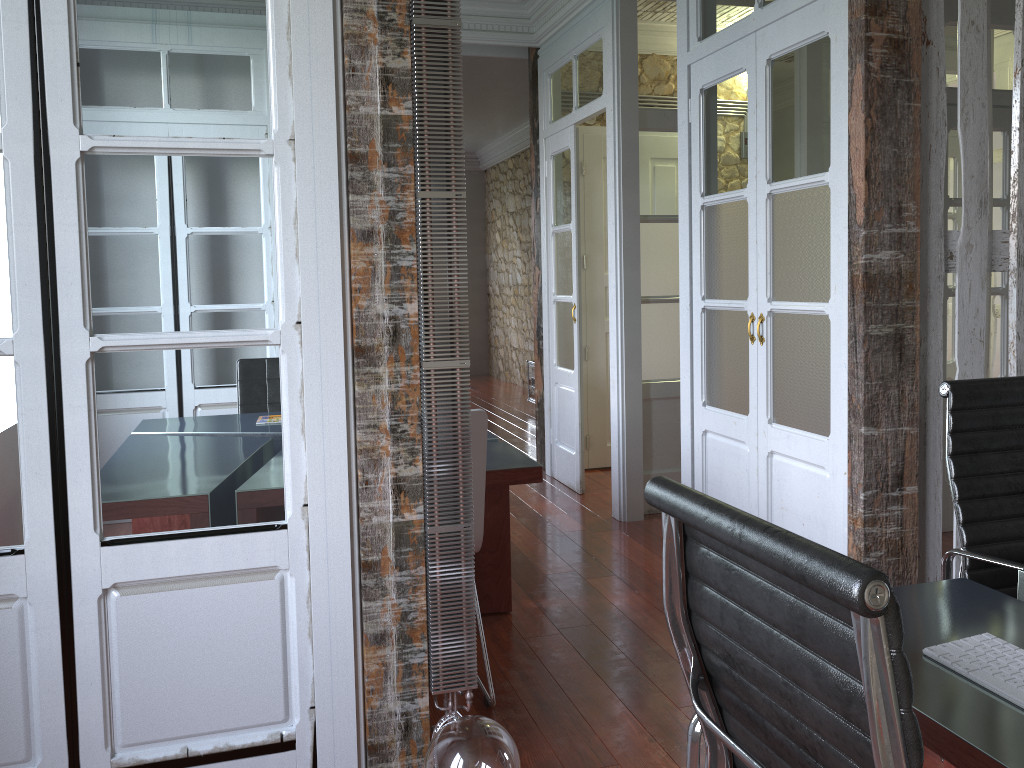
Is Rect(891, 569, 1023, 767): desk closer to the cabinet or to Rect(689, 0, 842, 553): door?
Rect(689, 0, 842, 553): door

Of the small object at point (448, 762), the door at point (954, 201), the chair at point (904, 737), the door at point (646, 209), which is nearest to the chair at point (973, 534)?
the chair at point (904, 737)

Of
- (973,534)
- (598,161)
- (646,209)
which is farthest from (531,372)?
(973,534)

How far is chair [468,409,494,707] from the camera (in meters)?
2.53

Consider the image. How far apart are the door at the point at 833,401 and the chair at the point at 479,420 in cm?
120

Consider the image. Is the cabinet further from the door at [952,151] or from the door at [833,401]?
the door at [833,401]

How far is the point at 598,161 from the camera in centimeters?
577cm

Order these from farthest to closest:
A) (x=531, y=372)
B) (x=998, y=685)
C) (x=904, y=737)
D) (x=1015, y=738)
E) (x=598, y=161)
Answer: (x=531, y=372) < (x=598, y=161) < (x=998, y=685) < (x=1015, y=738) < (x=904, y=737)

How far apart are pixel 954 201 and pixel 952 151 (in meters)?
1.21

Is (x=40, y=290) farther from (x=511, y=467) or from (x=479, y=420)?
(x=511, y=467)
